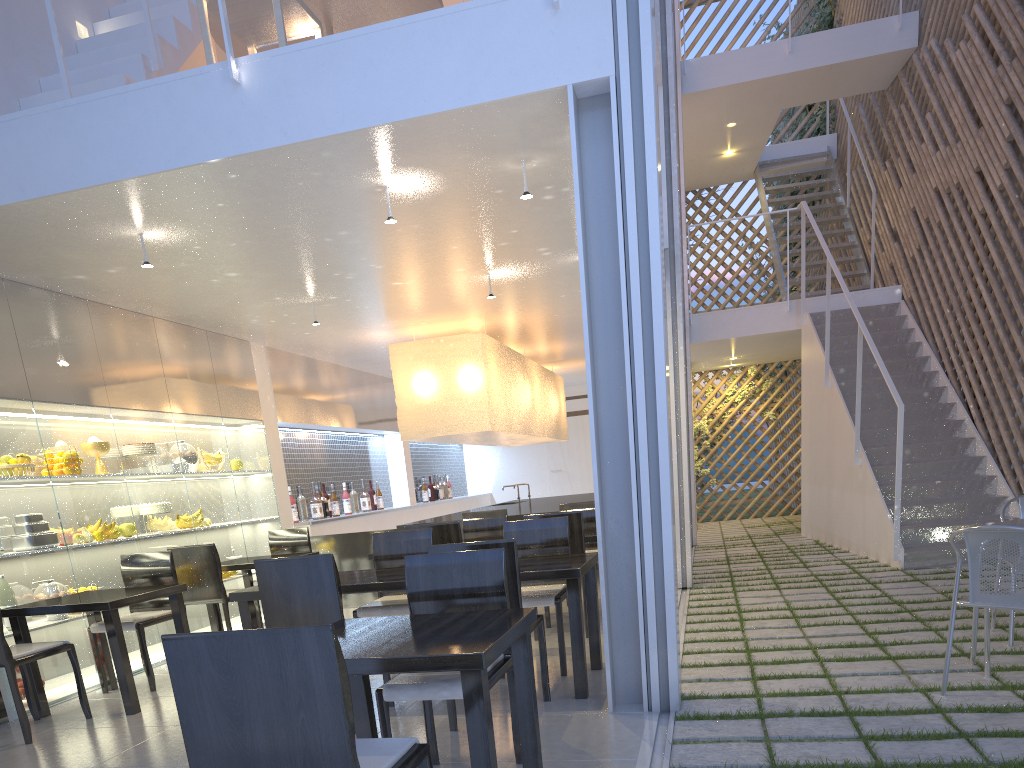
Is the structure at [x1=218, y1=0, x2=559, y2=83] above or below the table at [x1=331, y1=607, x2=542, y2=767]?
above

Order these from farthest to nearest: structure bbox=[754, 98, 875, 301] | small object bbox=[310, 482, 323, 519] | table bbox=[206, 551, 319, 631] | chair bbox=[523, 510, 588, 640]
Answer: structure bbox=[754, 98, 875, 301] < small object bbox=[310, 482, 323, 519] < table bbox=[206, 551, 319, 631] < chair bbox=[523, 510, 588, 640]

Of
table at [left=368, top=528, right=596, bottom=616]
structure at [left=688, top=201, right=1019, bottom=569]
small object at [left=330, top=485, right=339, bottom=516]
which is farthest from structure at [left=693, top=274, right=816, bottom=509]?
table at [left=368, top=528, right=596, bottom=616]

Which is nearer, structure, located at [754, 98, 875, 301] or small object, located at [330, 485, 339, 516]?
small object, located at [330, 485, 339, 516]

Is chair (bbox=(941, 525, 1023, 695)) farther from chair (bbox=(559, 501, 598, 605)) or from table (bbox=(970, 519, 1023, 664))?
chair (bbox=(559, 501, 598, 605))

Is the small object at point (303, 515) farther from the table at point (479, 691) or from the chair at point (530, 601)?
the table at point (479, 691)

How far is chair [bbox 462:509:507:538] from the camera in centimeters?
343cm

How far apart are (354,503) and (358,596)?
1.1 meters

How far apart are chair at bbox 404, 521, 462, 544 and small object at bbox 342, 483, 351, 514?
2.2 meters

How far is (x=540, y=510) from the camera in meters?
4.0 m
